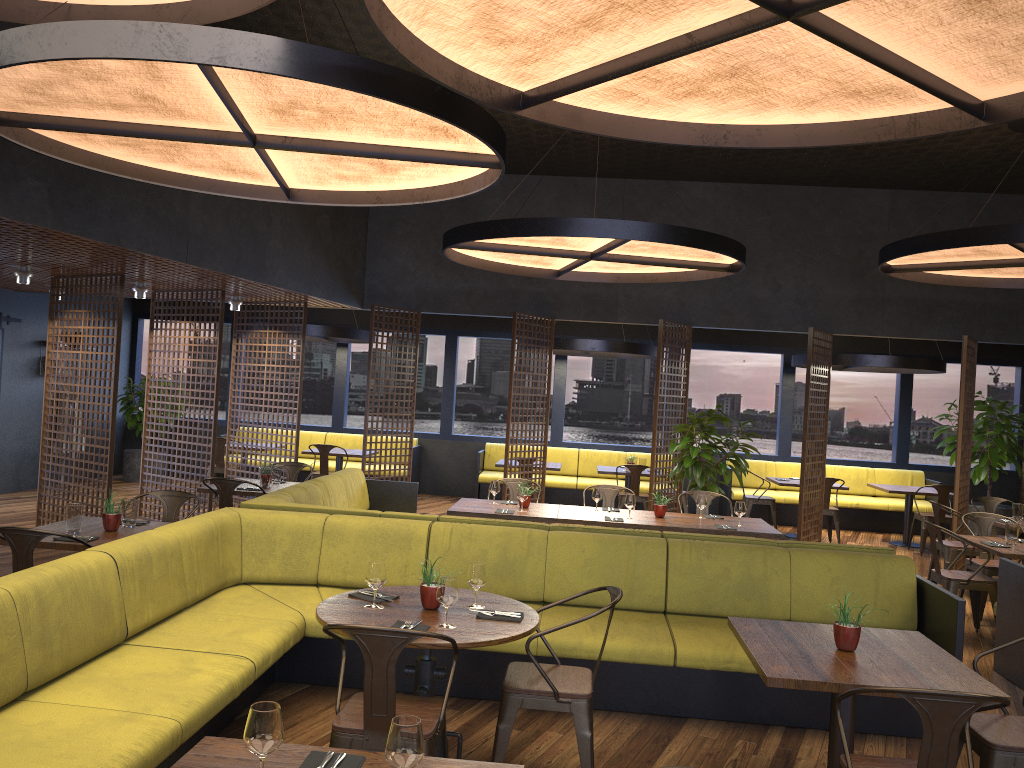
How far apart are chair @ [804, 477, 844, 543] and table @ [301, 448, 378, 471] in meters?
6.2 m

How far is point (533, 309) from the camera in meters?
11.2

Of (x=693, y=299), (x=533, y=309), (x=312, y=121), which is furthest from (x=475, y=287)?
(x=312, y=121)

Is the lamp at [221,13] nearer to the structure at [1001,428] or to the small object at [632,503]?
the small object at [632,503]

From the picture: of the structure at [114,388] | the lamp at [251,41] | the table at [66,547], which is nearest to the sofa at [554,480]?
the structure at [114,388]

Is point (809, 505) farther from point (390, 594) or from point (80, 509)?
point (80, 509)

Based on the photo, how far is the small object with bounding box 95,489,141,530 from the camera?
5.5 meters

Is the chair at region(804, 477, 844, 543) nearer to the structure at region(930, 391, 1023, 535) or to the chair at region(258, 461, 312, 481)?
the structure at region(930, 391, 1023, 535)

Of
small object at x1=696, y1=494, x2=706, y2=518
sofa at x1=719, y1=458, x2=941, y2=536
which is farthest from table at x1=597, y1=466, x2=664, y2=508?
small object at x1=696, y1=494, x2=706, y2=518

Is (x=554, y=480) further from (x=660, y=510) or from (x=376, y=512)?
(x=376, y=512)
